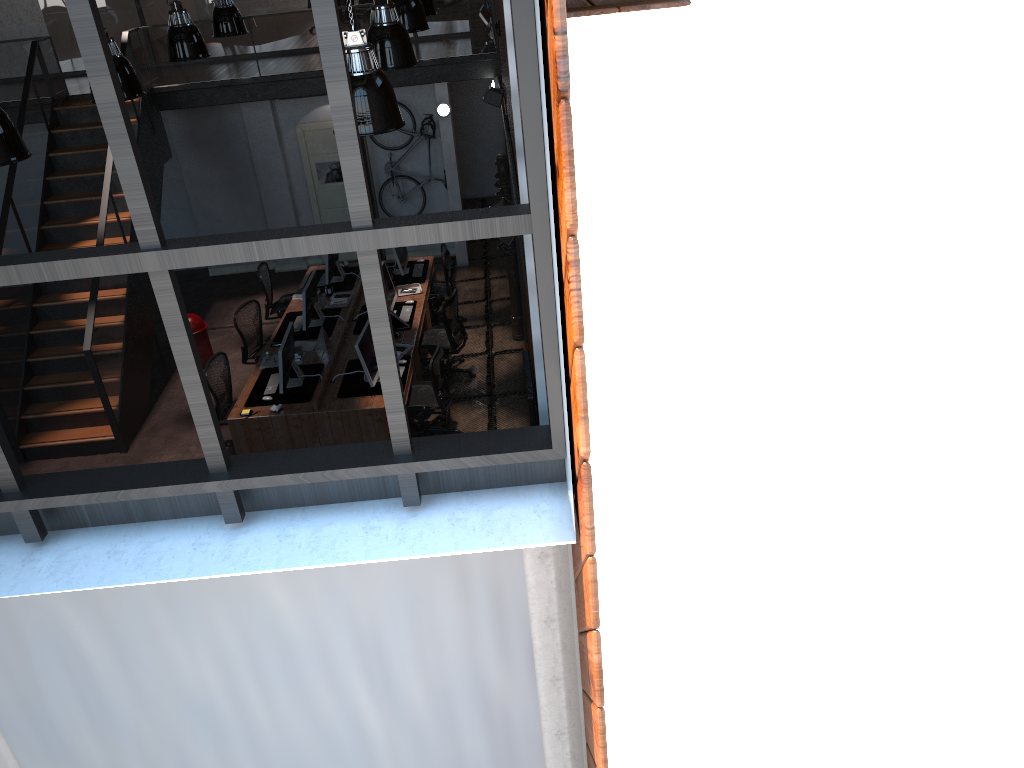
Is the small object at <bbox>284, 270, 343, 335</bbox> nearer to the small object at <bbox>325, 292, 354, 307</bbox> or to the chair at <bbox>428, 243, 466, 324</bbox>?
the small object at <bbox>325, 292, 354, 307</bbox>

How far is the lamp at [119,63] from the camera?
7.4 meters

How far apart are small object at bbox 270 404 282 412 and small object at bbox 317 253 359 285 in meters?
3.0 m

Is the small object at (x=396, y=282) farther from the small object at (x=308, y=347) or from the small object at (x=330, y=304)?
the small object at (x=308, y=347)

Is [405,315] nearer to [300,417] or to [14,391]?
[300,417]

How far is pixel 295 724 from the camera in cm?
405

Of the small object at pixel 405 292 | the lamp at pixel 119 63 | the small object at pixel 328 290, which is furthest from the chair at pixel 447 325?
the lamp at pixel 119 63

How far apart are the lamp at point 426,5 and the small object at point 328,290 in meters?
3.6

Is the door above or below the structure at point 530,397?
above

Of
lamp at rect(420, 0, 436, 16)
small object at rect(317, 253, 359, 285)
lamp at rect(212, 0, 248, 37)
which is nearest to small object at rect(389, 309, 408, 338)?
small object at rect(317, 253, 359, 285)
